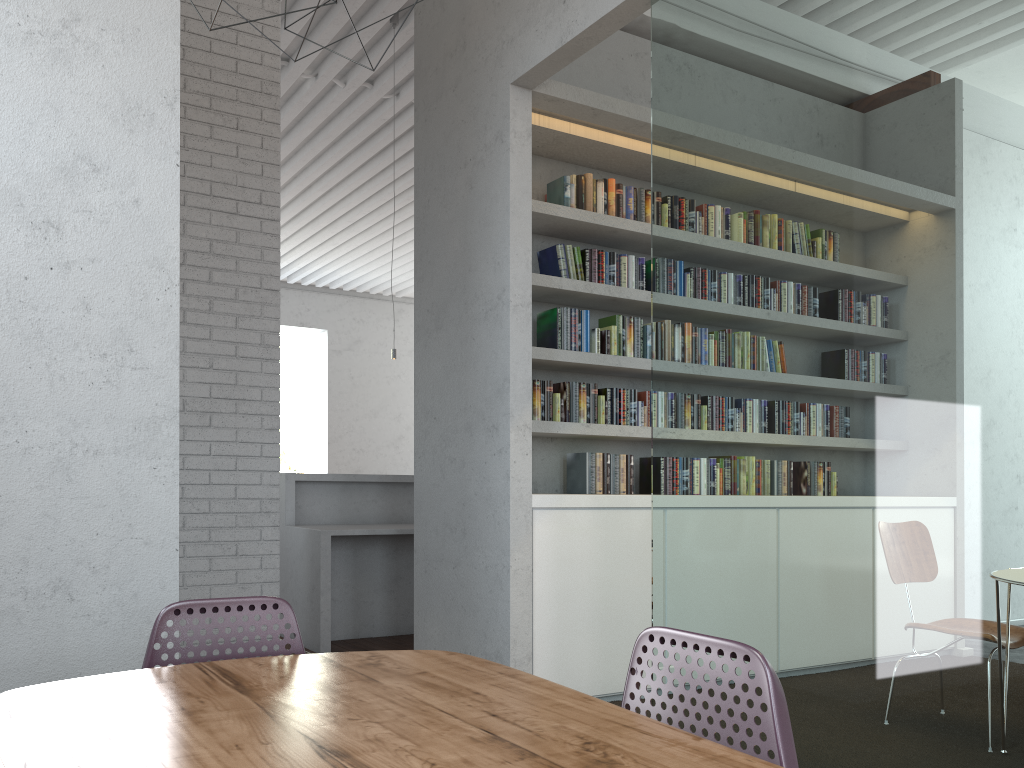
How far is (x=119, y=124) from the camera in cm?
265

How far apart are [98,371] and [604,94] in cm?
369
